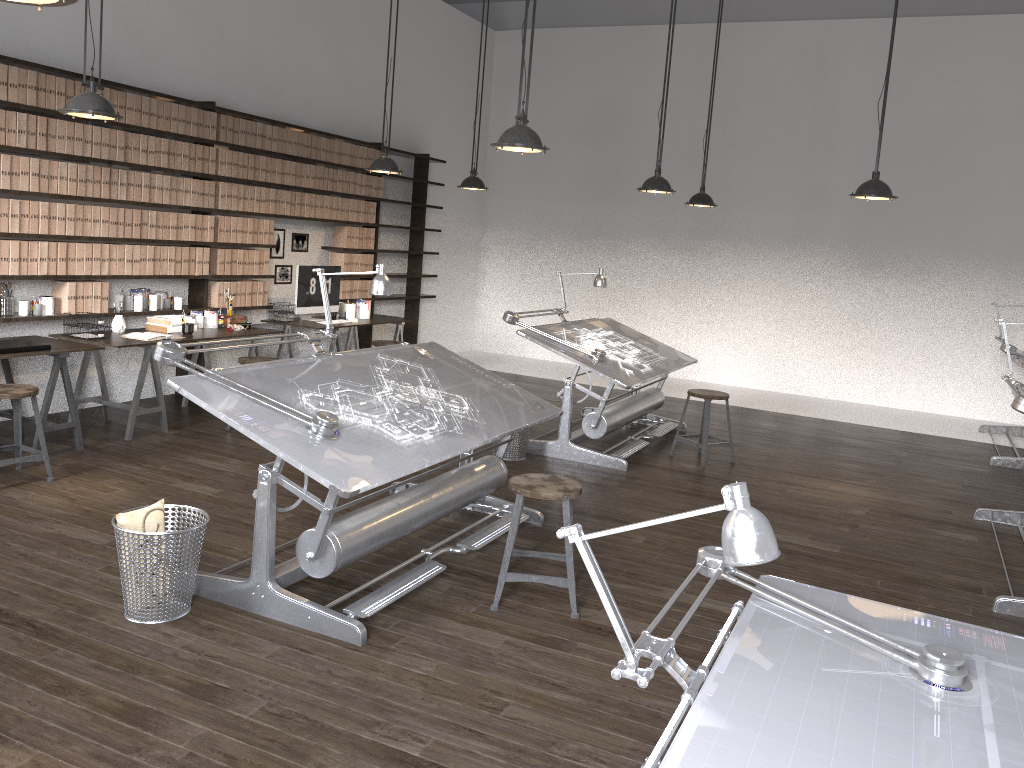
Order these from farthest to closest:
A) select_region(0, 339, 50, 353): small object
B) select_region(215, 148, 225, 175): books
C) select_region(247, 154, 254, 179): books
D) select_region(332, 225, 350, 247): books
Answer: select_region(332, 225, 350, 247): books → select_region(247, 154, 254, 179): books → select_region(215, 148, 225, 175): books → select_region(0, 339, 50, 353): small object

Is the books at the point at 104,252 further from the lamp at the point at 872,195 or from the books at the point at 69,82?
the lamp at the point at 872,195

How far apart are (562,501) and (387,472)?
0.8m

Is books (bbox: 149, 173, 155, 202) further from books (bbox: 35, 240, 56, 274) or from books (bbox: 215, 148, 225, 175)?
books (bbox: 35, 240, 56, 274)

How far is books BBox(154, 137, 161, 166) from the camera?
6.6 meters

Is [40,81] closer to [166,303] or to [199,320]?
[166,303]

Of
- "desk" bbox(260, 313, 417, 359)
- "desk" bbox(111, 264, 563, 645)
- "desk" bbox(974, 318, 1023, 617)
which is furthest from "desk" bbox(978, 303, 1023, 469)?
"desk" bbox(260, 313, 417, 359)

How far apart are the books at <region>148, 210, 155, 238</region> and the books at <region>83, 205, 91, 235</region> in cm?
55

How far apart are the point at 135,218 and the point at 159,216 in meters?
0.2 m

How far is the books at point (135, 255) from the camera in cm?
657
